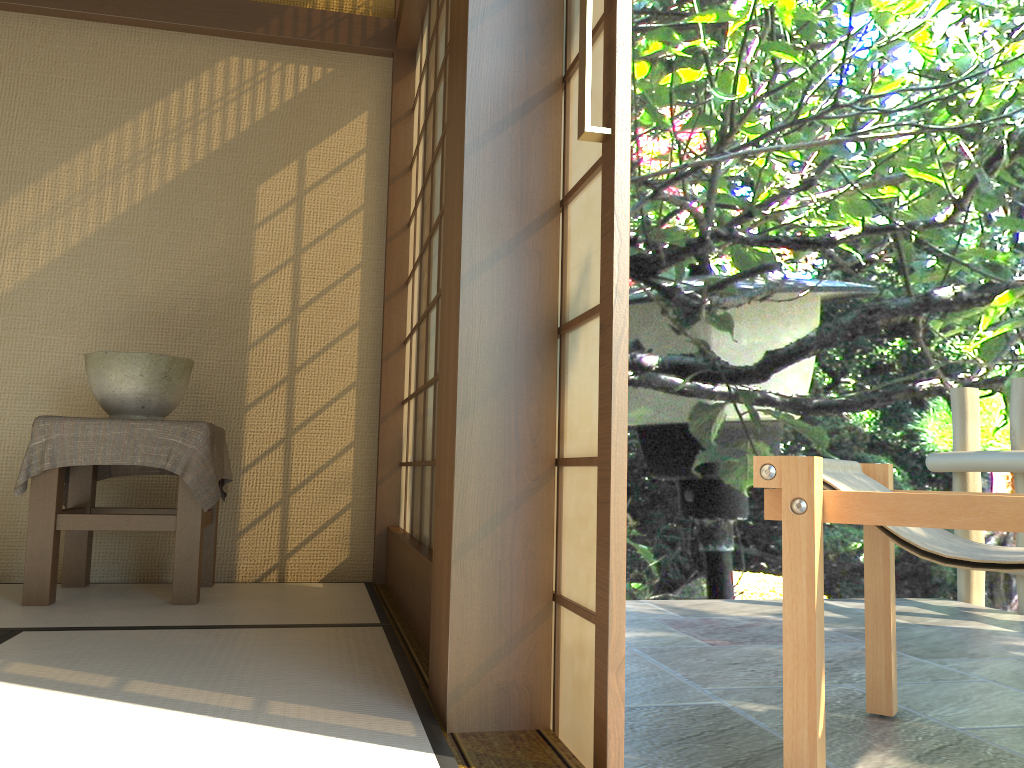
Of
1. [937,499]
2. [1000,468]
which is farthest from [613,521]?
[1000,468]

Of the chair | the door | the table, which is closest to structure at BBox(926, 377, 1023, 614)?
the chair

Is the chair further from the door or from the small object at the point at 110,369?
the small object at the point at 110,369

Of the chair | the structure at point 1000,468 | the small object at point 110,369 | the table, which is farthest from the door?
the structure at point 1000,468

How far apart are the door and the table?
1.6 meters

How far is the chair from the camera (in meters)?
1.55

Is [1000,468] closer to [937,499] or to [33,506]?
[937,499]

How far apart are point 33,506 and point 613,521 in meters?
2.2 m

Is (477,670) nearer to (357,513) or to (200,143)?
(357,513)

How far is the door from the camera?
1.34m
